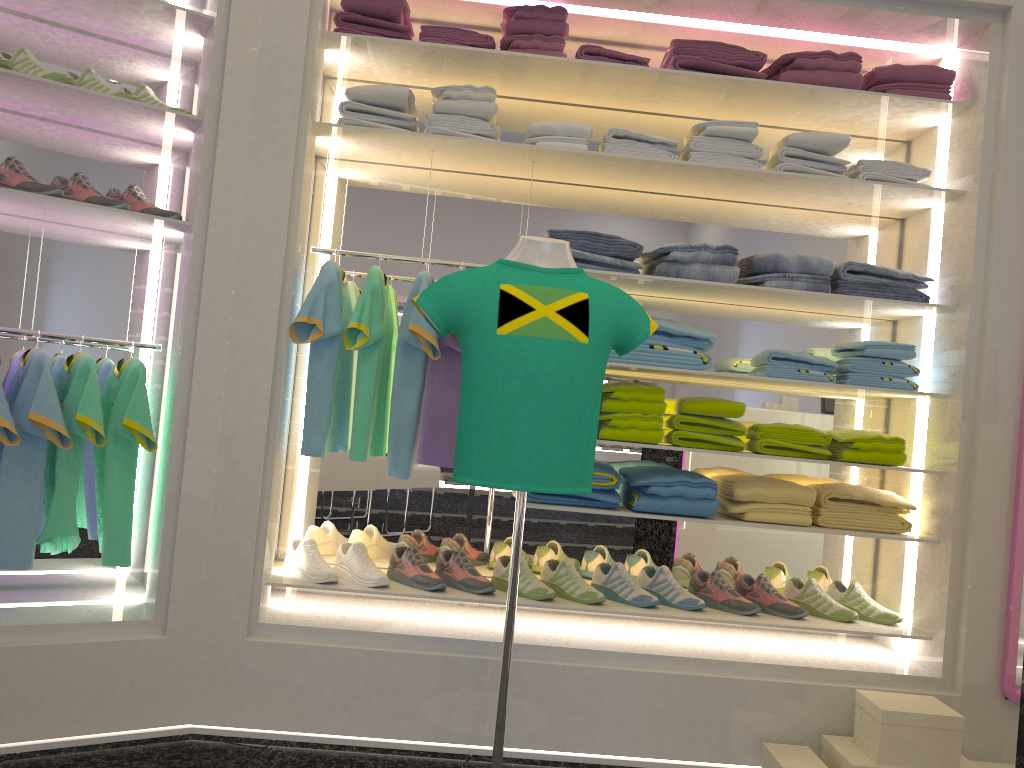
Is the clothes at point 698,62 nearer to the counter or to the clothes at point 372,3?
the clothes at point 372,3

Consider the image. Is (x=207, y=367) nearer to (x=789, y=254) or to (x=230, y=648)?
(x=230, y=648)

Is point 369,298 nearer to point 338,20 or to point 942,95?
point 338,20

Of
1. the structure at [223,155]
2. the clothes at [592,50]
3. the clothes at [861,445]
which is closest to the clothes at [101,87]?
the structure at [223,155]

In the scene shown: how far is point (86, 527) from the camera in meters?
3.0 m

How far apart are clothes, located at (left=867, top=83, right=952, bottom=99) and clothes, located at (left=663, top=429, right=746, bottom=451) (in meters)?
1.30

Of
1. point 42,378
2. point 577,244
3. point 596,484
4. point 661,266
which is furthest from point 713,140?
point 42,378

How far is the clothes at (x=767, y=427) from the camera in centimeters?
302cm

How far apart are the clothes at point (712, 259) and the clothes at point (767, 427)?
0.6m

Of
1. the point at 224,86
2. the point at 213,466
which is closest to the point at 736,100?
the point at 224,86
